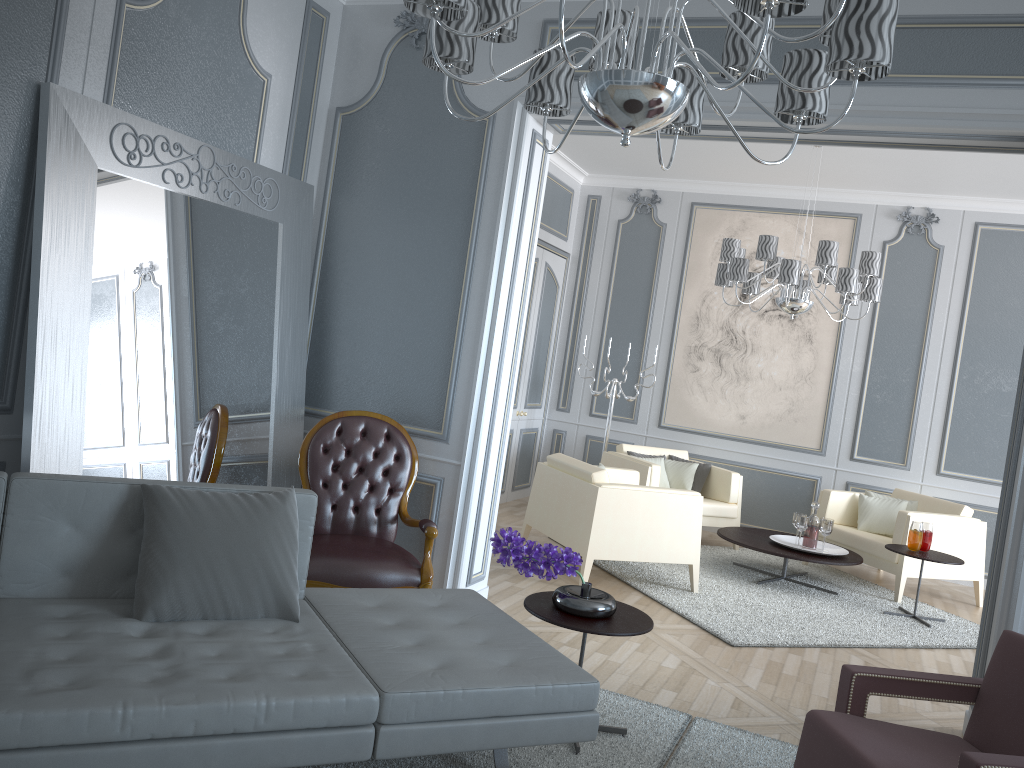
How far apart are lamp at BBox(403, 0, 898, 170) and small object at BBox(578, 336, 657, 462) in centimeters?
444cm

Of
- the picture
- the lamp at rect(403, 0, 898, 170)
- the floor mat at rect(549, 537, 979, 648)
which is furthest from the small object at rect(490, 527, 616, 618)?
the picture

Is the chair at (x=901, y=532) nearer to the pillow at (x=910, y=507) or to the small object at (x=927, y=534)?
the pillow at (x=910, y=507)

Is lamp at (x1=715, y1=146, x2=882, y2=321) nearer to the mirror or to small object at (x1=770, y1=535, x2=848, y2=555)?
small object at (x1=770, y1=535, x2=848, y2=555)

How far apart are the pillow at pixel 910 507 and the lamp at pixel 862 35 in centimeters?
459cm

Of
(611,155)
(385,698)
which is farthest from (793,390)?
(385,698)

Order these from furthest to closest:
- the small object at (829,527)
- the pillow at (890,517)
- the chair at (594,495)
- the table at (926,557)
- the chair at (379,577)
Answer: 1. the pillow at (890,517)
2. the small object at (829,527)
3. the table at (926,557)
4. the chair at (594,495)
5. the chair at (379,577)

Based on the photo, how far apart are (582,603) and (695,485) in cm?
392

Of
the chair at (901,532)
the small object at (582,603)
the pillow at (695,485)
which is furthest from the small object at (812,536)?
the small object at (582,603)

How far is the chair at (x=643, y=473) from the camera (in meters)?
6.08
